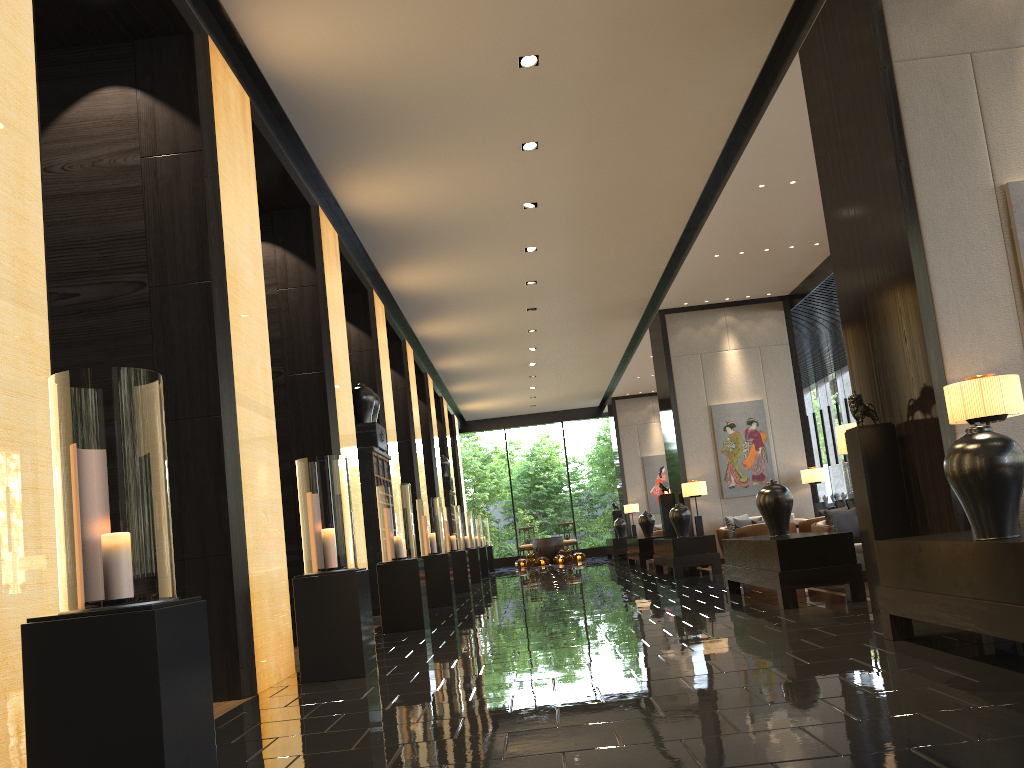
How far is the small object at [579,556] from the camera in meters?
23.5 m

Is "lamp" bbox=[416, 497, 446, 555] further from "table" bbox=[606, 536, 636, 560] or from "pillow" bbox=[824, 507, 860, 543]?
"table" bbox=[606, 536, 636, 560]

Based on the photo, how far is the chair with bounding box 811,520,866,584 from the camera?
8.10m

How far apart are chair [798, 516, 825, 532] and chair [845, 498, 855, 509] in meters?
4.7

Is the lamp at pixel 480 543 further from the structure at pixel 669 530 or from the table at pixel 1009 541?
the table at pixel 1009 541

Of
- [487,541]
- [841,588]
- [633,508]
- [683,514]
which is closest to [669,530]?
[683,514]

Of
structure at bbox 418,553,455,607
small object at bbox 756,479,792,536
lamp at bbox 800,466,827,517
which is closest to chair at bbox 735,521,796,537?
lamp at bbox 800,466,827,517

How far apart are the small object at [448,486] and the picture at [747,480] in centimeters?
662cm

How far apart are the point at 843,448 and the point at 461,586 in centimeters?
857cm

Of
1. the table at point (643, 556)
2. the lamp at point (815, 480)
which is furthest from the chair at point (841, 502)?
the table at point (643, 556)
